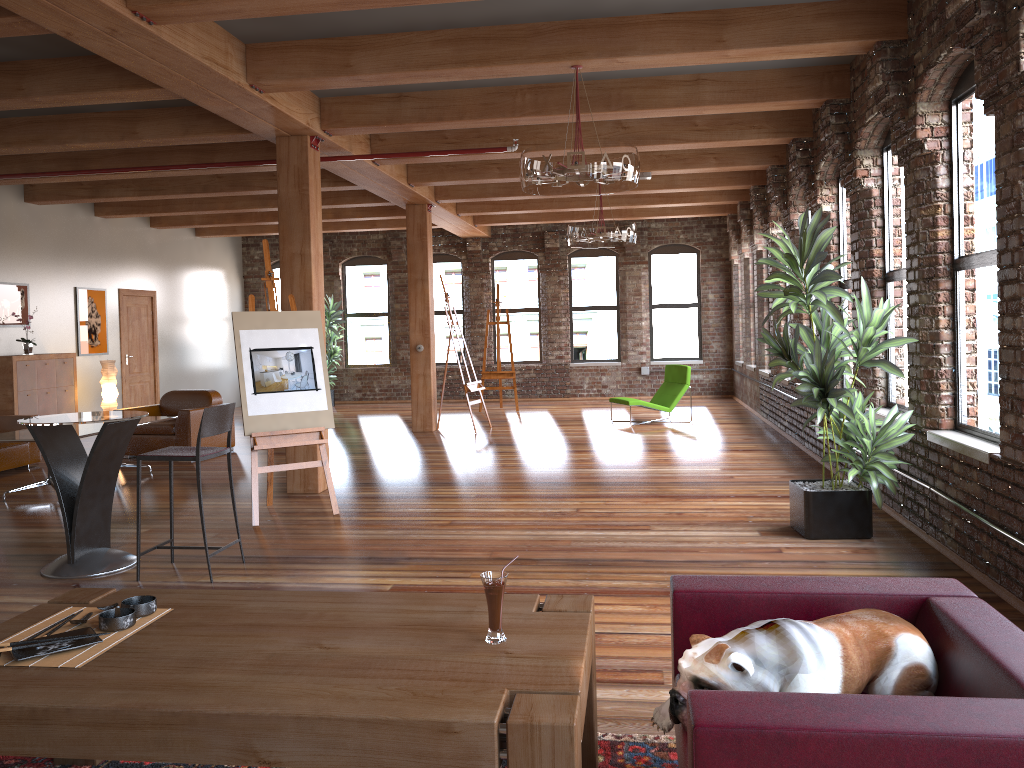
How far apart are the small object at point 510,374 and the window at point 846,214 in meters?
7.2

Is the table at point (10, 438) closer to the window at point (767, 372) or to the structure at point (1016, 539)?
the structure at point (1016, 539)

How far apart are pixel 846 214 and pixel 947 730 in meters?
7.1 m

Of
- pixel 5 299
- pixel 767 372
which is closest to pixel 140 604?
pixel 5 299

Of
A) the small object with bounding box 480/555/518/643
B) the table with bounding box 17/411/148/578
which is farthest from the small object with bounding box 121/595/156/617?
the table with bounding box 17/411/148/578

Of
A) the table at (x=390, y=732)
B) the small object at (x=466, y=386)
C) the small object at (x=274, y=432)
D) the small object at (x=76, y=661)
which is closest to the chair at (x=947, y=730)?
the table at (x=390, y=732)

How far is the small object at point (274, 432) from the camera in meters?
6.6 m

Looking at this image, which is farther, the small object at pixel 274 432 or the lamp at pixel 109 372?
the lamp at pixel 109 372

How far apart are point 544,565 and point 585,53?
3.25m

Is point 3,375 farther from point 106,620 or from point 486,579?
point 486,579
